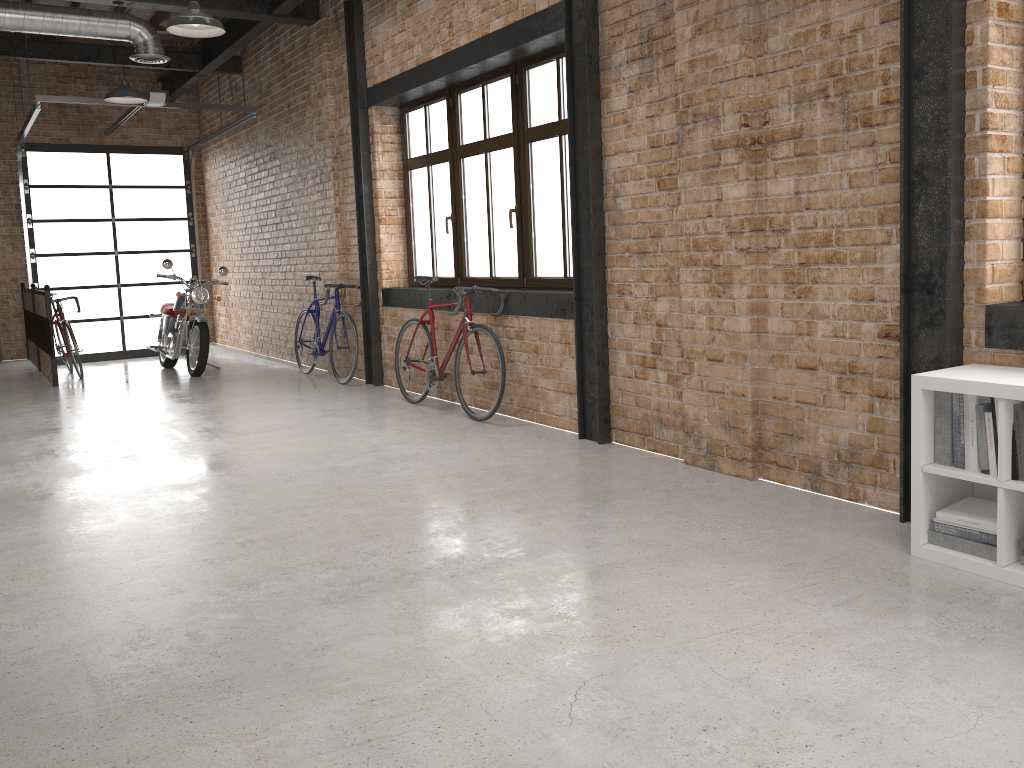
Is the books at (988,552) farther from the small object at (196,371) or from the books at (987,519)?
the small object at (196,371)

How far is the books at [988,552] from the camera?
3.1 meters

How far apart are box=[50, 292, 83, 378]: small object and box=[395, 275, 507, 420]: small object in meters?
4.8 m

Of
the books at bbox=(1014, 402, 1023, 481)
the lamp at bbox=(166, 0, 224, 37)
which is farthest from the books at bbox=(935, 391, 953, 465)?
the lamp at bbox=(166, 0, 224, 37)

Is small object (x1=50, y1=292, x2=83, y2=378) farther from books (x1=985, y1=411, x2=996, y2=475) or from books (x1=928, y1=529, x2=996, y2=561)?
books (x1=985, y1=411, x2=996, y2=475)

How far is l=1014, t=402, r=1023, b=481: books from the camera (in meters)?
3.00

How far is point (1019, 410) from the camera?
3.00m

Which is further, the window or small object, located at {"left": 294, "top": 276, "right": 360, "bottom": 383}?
small object, located at {"left": 294, "top": 276, "right": 360, "bottom": 383}

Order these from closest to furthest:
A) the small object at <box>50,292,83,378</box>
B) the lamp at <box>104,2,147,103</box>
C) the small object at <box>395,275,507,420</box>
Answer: the small object at <box>395,275,507,420</box>, the lamp at <box>104,2,147,103</box>, the small object at <box>50,292,83,378</box>

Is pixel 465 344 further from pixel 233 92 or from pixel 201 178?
pixel 201 178
